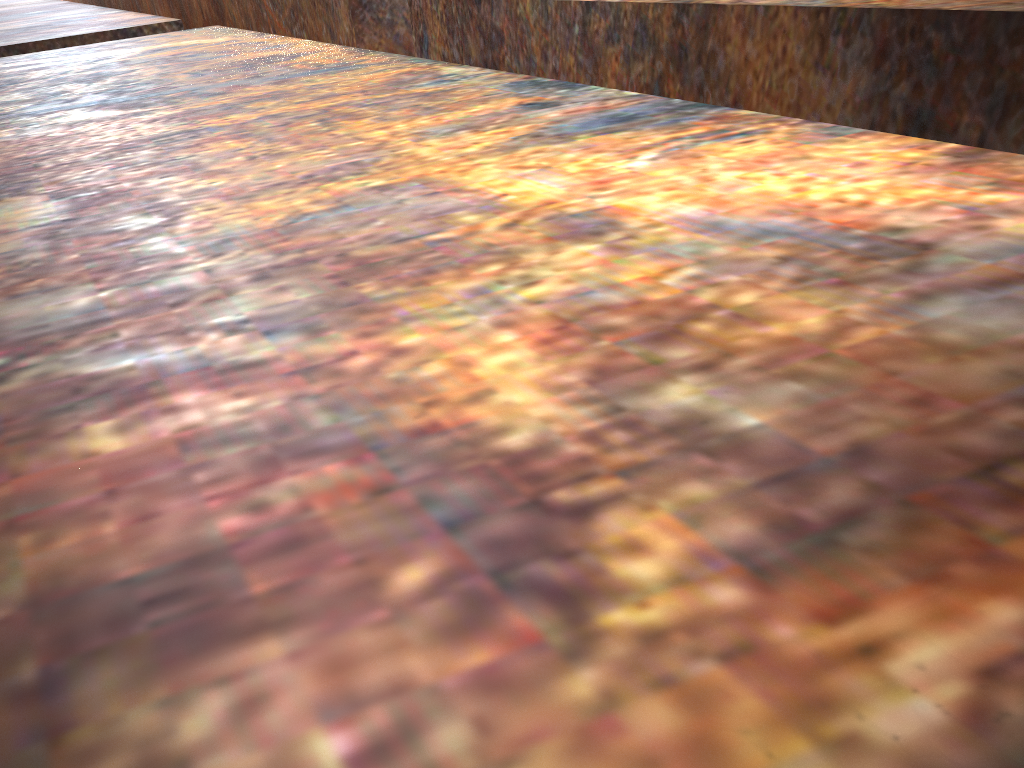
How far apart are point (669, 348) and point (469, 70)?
1.7 meters
